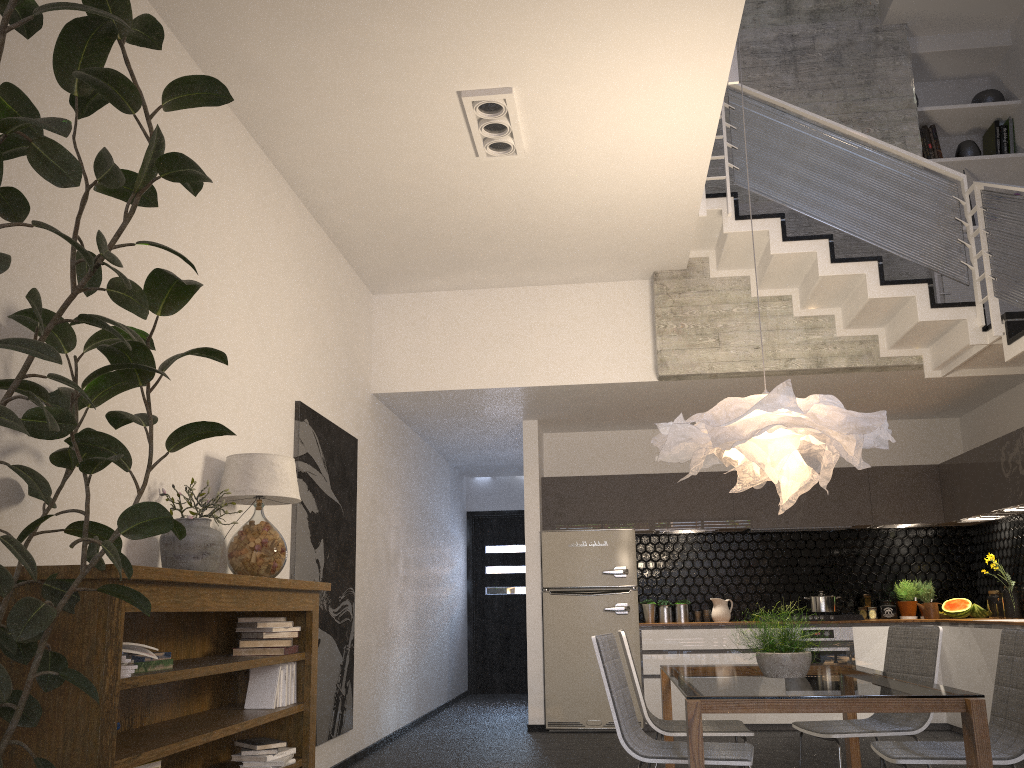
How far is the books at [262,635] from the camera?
3.9m

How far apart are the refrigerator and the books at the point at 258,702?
4.0 meters

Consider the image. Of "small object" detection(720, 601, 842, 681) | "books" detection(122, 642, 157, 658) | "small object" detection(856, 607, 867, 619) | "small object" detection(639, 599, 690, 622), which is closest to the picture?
"books" detection(122, 642, 157, 658)

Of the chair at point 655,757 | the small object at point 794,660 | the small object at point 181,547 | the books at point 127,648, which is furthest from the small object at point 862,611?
the books at point 127,648

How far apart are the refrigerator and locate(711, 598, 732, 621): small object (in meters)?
0.91

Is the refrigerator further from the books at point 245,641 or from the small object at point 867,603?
the books at point 245,641

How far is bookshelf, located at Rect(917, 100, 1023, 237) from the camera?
7.0m

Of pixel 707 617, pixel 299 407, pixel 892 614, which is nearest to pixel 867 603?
pixel 892 614

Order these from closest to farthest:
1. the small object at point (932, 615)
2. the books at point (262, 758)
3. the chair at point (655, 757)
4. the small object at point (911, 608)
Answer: the chair at point (655, 757) < the books at point (262, 758) < the small object at point (932, 615) < the small object at point (911, 608)

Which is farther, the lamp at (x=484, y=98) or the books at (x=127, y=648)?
the lamp at (x=484, y=98)
